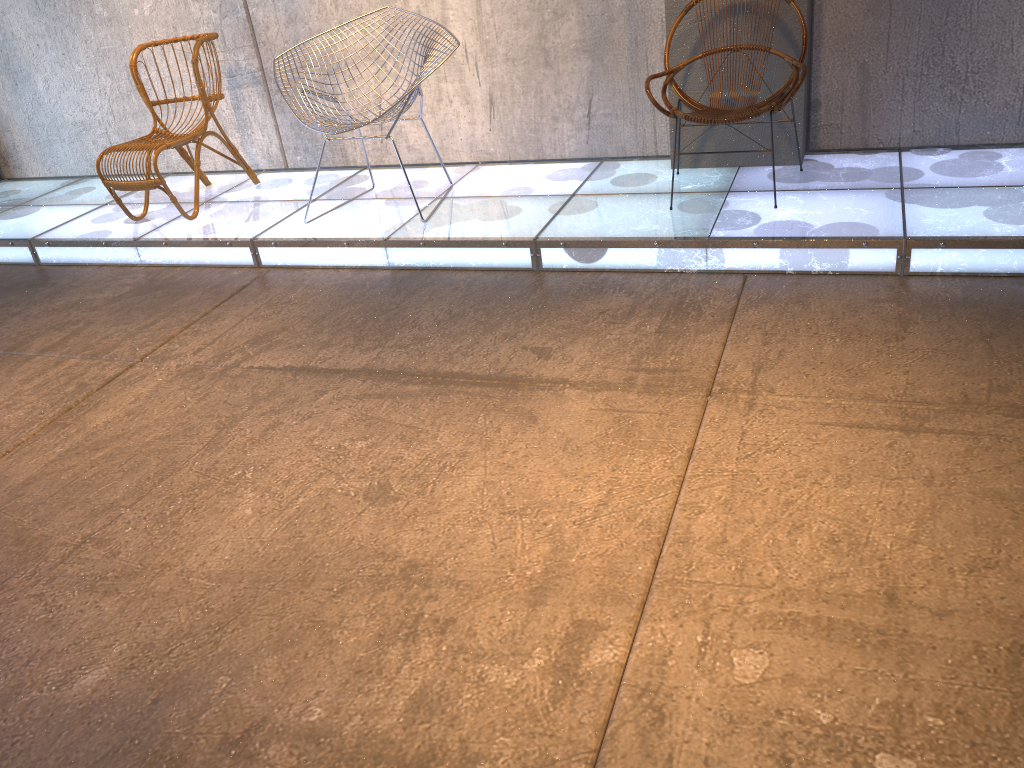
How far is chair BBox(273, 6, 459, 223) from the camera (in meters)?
3.80

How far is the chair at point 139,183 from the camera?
4.36m

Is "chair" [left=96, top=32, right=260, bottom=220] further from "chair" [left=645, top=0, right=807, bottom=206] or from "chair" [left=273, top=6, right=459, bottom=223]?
"chair" [left=645, top=0, right=807, bottom=206]

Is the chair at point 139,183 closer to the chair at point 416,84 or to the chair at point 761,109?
the chair at point 416,84

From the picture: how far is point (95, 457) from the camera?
2.8 meters

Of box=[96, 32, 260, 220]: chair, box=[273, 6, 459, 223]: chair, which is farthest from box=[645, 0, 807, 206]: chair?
box=[96, 32, 260, 220]: chair

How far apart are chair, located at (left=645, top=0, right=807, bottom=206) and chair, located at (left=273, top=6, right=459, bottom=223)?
1.01m

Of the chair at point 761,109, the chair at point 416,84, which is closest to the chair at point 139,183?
the chair at point 416,84

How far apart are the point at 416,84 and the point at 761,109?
1.4 meters

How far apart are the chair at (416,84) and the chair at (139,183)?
0.93m
